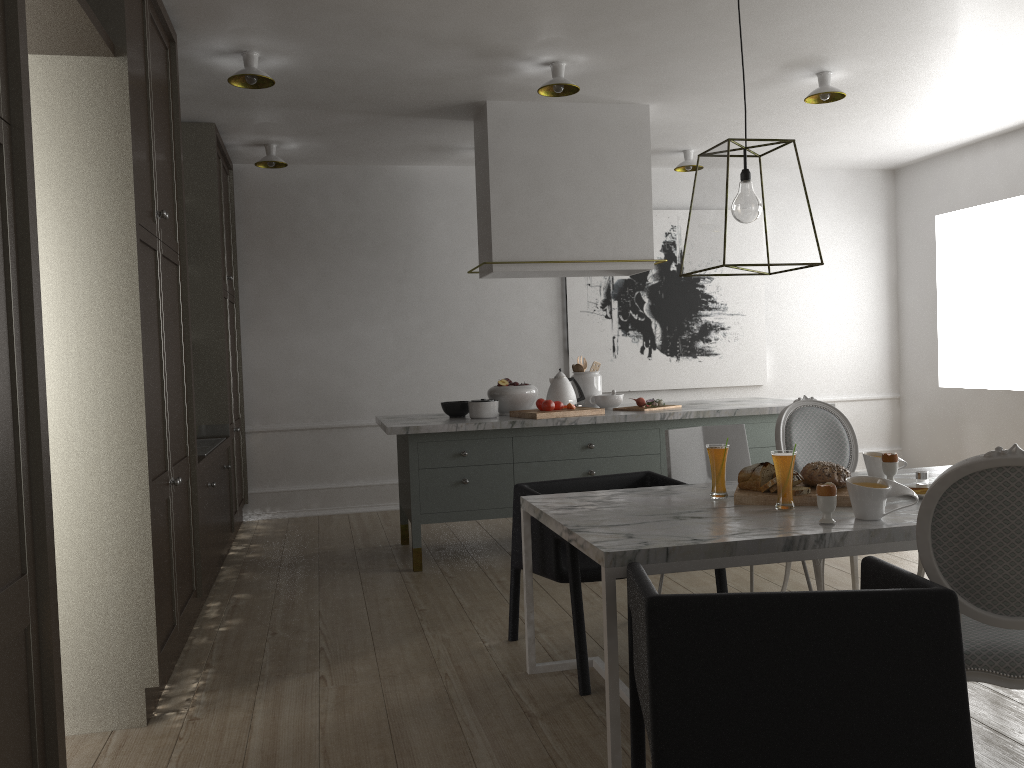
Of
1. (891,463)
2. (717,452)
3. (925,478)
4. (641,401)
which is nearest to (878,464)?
(891,463)

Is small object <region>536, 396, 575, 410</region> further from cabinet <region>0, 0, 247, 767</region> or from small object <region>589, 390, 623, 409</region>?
cabinet <region>0, 0, 247, 767</region>

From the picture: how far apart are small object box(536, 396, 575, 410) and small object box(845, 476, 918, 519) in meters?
2.2

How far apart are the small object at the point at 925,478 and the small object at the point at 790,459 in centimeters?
50cm

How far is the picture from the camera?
6.4 meters

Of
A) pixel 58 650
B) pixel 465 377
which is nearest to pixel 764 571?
pixel 465 377

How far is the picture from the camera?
6.4 meters

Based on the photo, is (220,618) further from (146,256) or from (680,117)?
(680,117)

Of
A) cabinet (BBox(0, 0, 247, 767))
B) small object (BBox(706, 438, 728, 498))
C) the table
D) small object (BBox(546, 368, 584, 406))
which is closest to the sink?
cabinet (BBox(0, 0, 247, 767))

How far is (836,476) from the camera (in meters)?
2.63
